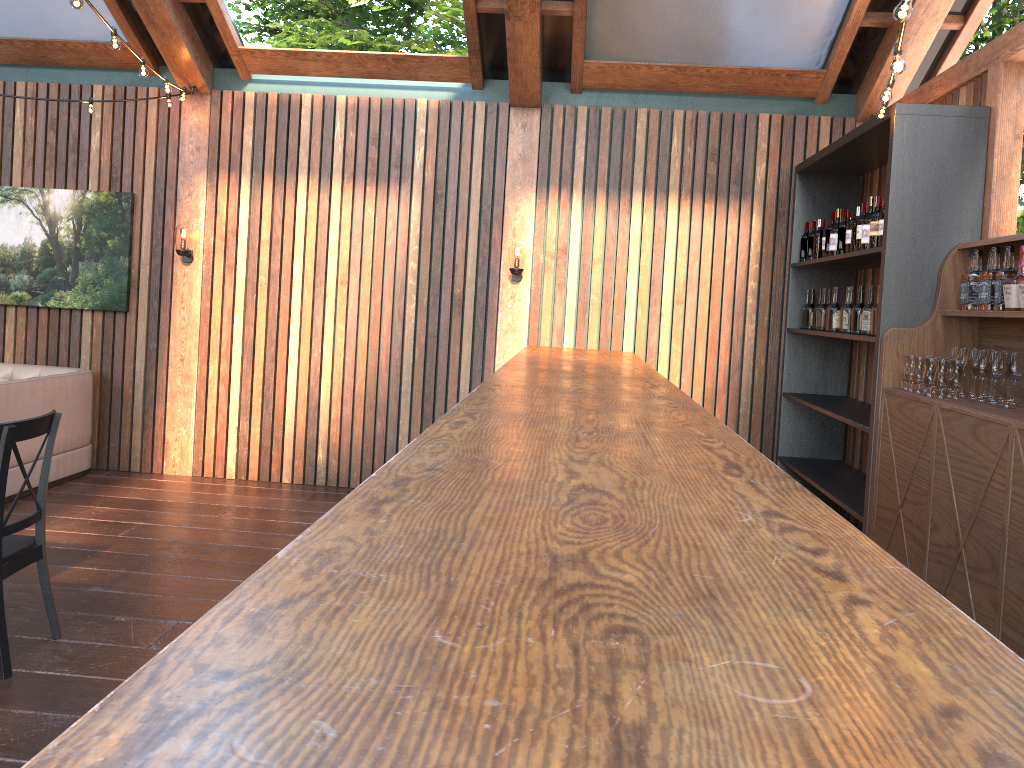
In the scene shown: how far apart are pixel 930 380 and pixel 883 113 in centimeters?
150cm

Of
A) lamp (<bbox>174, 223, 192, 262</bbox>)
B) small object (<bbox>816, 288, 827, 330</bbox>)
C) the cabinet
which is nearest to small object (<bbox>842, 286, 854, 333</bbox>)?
small object (<bbox>816, 288, 827, 330</bbox>)

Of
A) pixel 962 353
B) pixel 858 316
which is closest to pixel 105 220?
pixel 858 316

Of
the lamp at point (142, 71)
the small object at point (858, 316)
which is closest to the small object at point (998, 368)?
the small object at point (858, 316)

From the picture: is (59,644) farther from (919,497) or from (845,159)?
(845,159)

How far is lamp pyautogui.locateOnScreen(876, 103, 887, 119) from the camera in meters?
4.7 m

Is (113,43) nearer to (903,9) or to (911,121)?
(903,9)

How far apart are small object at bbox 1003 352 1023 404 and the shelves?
0.7 meters

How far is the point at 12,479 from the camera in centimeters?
627cm

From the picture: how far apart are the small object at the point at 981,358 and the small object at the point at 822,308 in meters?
2.1
